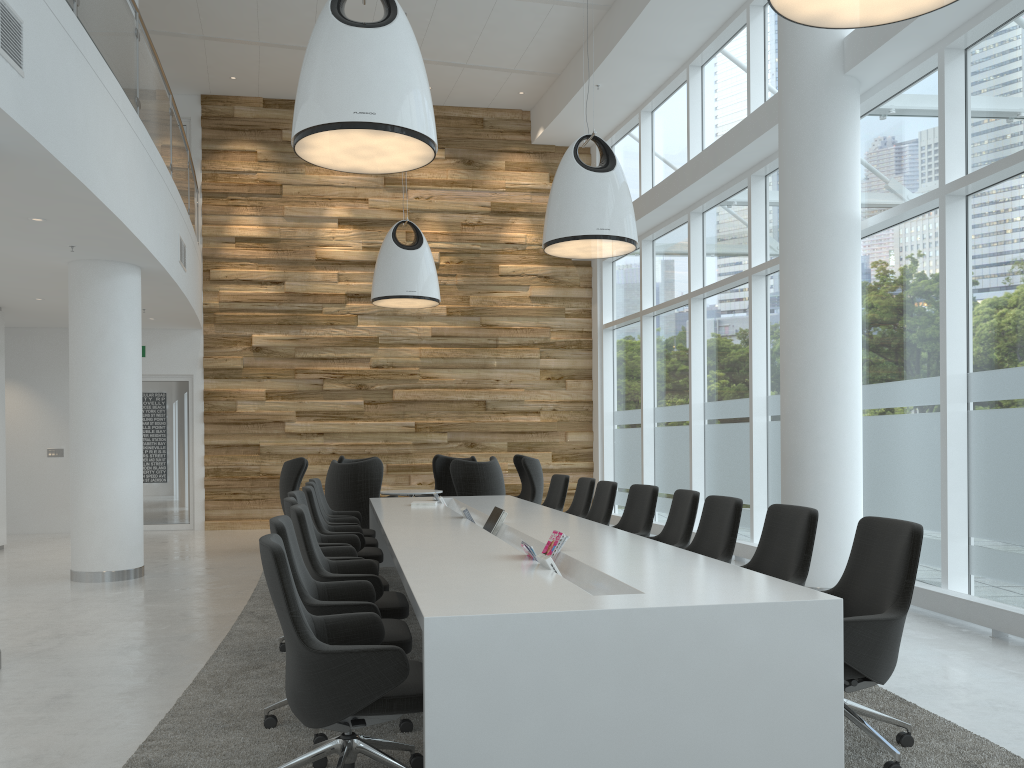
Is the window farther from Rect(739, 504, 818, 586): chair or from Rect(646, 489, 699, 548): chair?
Rect(739, 504, 818, 586): chair

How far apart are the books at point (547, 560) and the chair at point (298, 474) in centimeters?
715cm

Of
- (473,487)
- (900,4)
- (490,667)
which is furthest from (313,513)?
(900,4)

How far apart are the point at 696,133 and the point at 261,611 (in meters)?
8.08

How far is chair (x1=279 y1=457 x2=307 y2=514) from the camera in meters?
10.7

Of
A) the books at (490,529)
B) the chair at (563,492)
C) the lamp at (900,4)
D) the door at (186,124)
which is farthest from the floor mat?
the door at (186,124)

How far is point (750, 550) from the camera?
9.3 meters

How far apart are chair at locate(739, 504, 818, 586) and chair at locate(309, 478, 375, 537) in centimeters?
467cm

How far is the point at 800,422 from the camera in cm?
733

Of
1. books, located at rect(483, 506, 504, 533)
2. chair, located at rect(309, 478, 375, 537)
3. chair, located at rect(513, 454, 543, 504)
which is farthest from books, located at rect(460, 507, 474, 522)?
chair, located at rect(513, 454, 543, 504)
